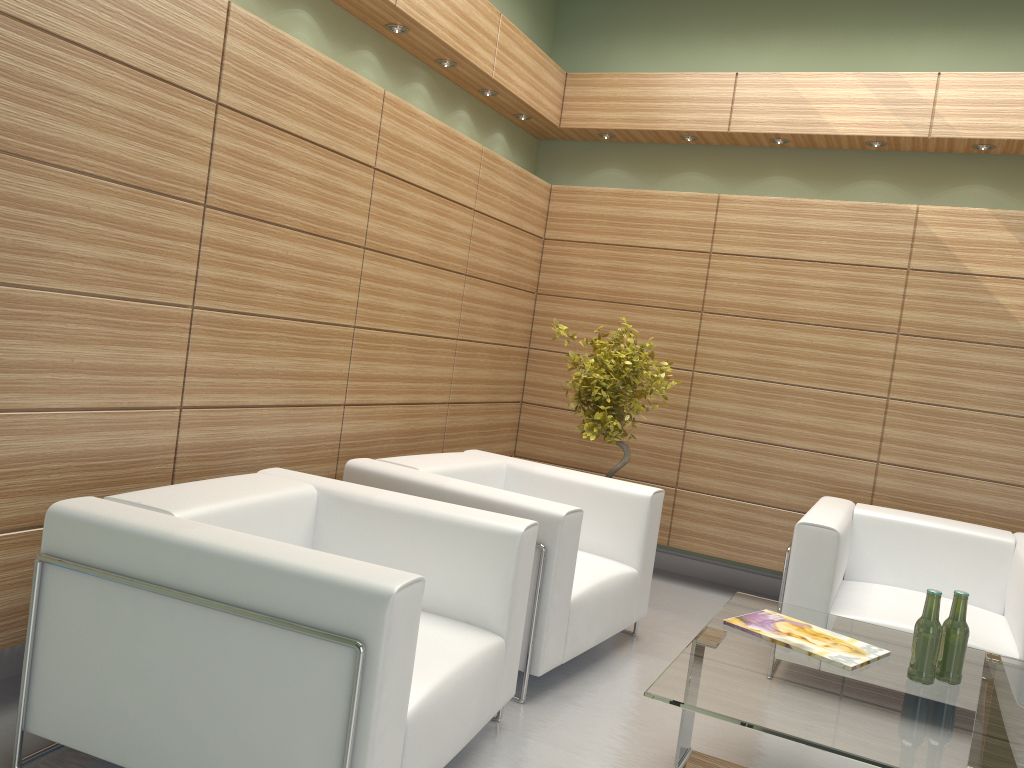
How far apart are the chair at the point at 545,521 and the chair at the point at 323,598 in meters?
0.4

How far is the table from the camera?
3.7 meters

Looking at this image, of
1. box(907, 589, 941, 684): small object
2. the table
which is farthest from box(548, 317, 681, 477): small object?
box(907, 589, 941, 684): small object

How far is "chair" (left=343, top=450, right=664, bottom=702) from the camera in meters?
5.5 m

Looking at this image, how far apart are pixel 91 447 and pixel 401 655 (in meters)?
2.21

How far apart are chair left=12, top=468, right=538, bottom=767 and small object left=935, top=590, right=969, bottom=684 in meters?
2.2

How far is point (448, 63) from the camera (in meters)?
7.63

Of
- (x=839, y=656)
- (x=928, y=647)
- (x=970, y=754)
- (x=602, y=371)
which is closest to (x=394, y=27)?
(x=602, y=371)

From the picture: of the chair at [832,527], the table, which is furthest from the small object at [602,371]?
the table

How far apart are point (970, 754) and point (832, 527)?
2.6m
